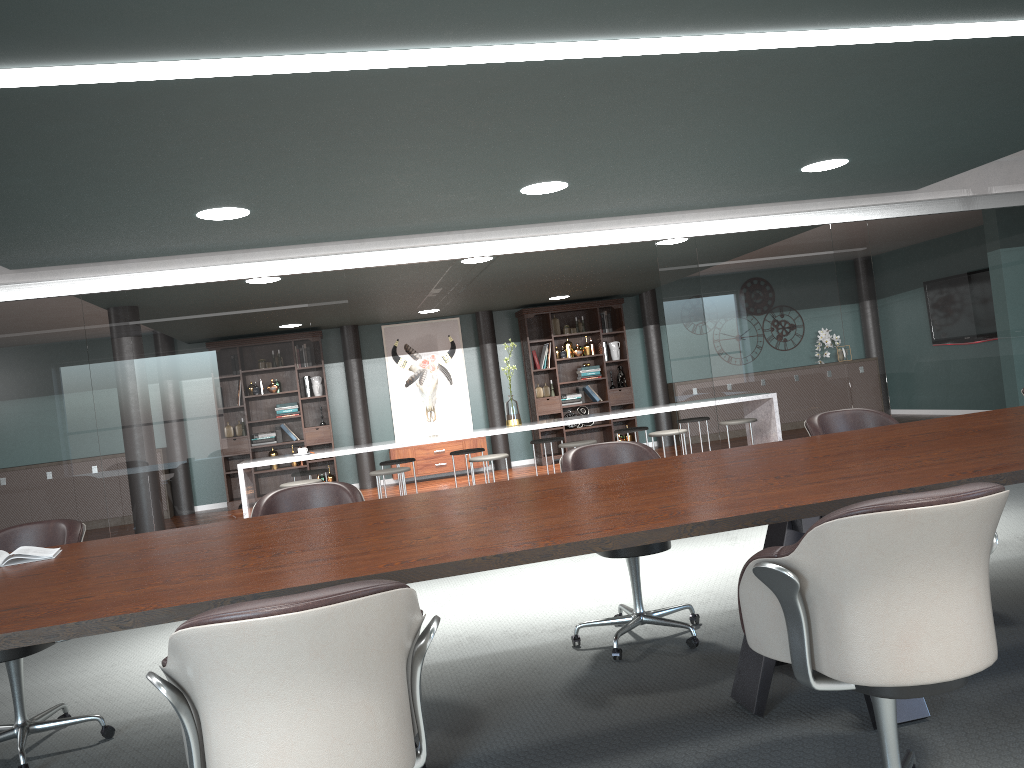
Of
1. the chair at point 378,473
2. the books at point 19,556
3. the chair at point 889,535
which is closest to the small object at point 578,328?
the chair at point 378,473

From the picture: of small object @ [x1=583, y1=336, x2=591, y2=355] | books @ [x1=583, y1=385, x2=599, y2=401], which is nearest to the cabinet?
books @ [x1=583, y1=385, x2=599, y2=401]

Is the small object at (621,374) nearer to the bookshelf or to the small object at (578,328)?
the bookshelf

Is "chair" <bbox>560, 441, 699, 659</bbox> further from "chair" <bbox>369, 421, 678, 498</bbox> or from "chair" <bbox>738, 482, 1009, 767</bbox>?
"chair" <bbox>369, 421, 678, 498</bbox>

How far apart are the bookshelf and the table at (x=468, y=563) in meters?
7.8

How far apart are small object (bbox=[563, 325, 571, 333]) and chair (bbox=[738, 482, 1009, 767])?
9.4m

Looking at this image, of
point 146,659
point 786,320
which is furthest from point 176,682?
point 786,320

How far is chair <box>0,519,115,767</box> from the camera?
3.0m

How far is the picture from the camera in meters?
11.3 m

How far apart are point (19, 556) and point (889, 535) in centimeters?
236cm
